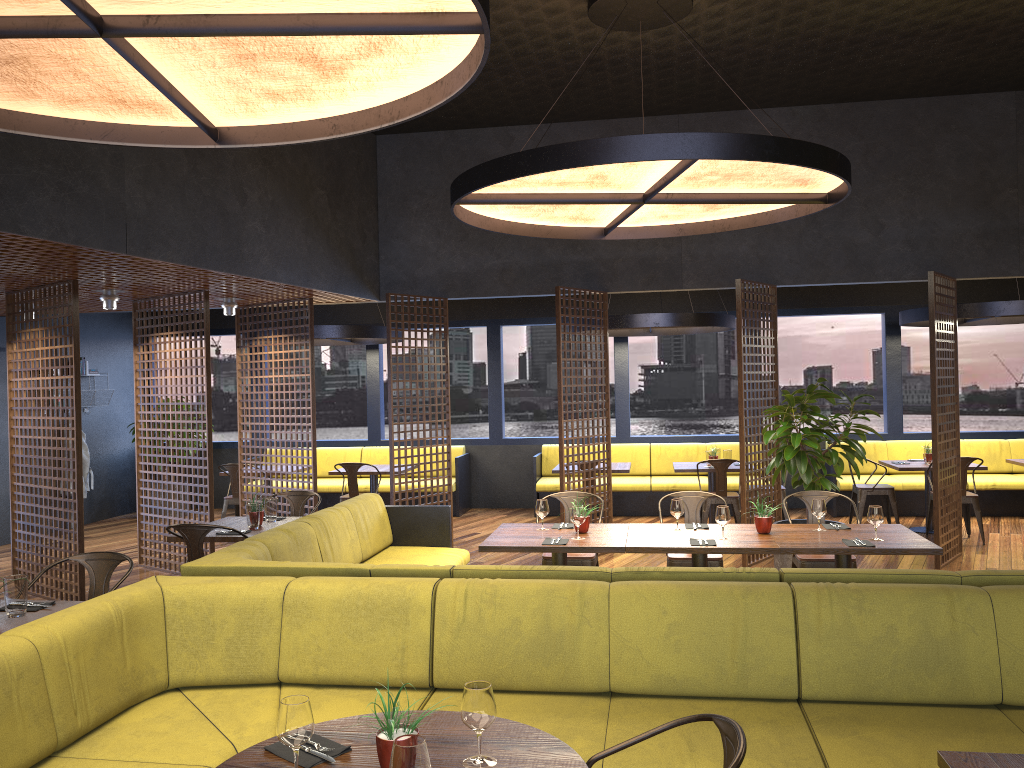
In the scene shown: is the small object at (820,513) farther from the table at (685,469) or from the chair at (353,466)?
the chair at (353,466)

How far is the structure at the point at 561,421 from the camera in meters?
8.6 m

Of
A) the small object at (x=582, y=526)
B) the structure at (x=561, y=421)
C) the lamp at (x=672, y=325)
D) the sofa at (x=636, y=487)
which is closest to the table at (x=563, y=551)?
the small object at (x=582, y=526)

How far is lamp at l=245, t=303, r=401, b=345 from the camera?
10.31m

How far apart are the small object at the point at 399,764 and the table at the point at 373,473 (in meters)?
8.61

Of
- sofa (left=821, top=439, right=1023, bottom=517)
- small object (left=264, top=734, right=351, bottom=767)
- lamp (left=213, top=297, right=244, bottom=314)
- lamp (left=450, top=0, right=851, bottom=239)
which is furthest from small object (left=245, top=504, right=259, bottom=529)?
sofa (left=821, top=439, right=1023, bottom=517)

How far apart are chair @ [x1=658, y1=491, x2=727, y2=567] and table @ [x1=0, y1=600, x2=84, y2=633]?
3.9 meters

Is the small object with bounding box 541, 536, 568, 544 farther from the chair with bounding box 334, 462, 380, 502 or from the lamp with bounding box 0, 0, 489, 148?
the chair with bounding box 334, 462, 380, 502

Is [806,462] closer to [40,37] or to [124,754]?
[124,754]

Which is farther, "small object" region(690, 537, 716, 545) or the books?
the books
